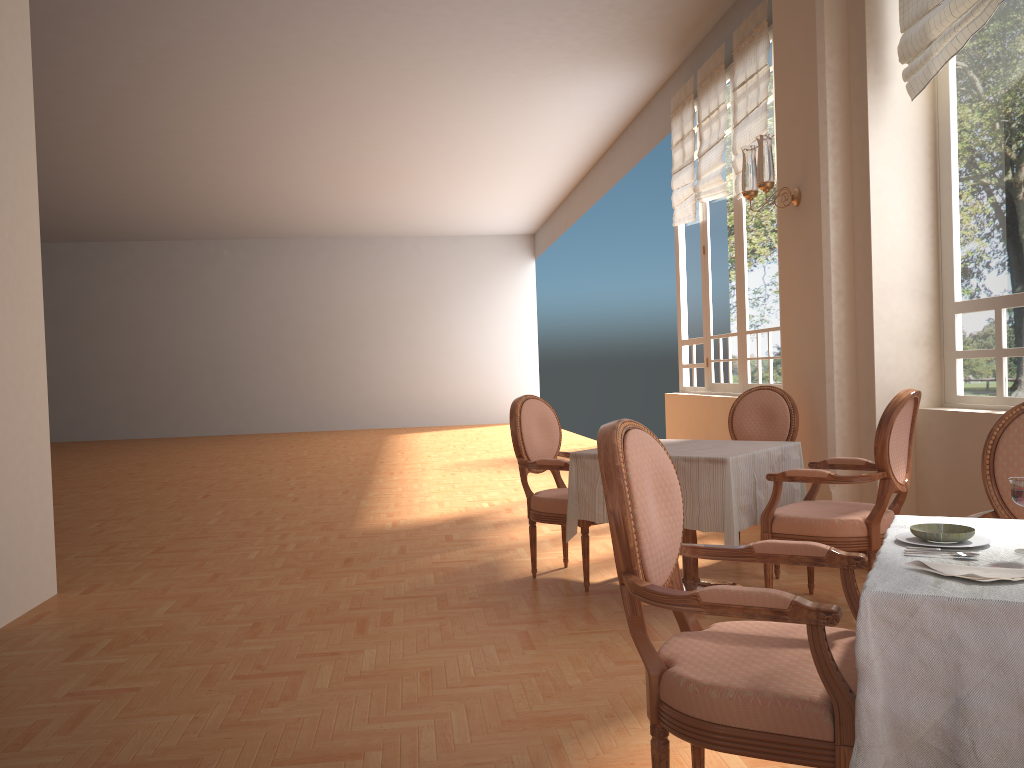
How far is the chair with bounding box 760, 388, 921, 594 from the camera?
3.39m

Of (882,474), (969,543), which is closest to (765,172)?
(882,474)

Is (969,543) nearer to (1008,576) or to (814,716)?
(1008,576)

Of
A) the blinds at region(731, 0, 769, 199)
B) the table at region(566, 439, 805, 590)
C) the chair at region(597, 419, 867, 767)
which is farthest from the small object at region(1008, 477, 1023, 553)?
the blinds at region(731, 0, 769, 199)

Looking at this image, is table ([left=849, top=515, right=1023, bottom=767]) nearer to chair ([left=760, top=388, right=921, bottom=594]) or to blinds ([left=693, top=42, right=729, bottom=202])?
chair ([left=760, top=388, right=921, bottom=594])

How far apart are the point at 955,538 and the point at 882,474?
1.79m

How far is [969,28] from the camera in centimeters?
380cm

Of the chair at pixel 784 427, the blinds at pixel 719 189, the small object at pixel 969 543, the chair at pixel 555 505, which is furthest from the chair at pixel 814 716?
the blinds at pixel 719 189

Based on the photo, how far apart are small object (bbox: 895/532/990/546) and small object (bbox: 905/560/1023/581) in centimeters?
22cm

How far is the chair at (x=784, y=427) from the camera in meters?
4.7
